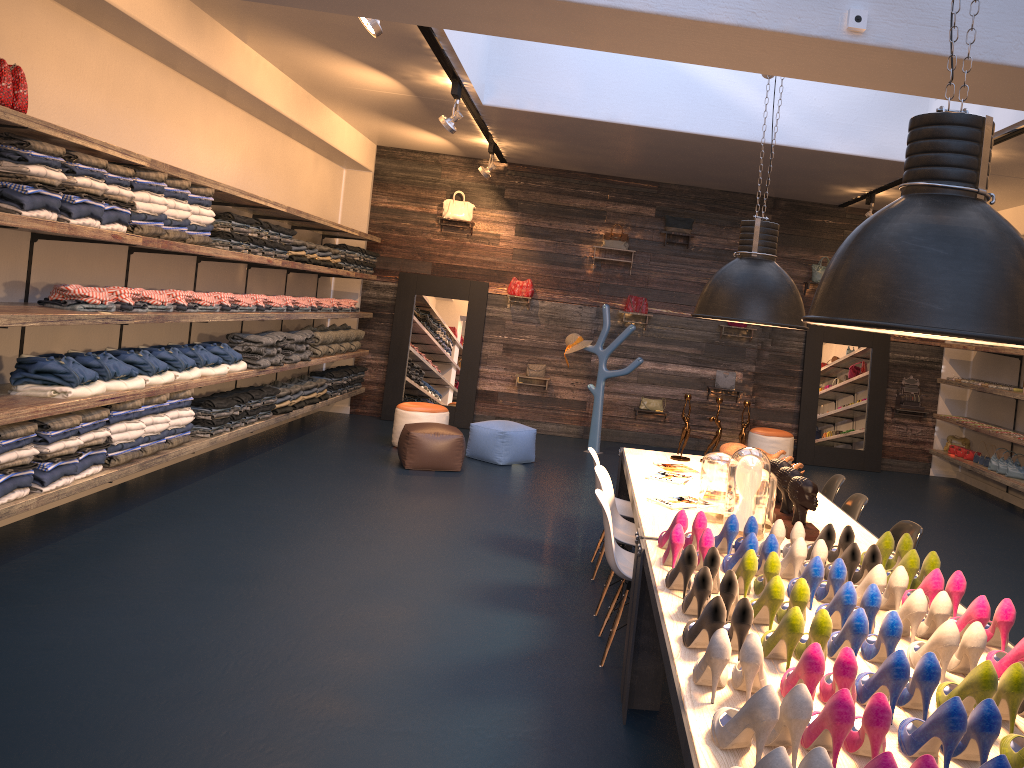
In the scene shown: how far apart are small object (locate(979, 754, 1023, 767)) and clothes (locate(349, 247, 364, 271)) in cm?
944

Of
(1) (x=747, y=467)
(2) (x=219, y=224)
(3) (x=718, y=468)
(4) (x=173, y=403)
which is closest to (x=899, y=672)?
(1) (x=747, y=467)

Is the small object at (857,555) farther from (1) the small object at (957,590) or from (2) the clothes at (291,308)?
(2) the clothes at (291,308)

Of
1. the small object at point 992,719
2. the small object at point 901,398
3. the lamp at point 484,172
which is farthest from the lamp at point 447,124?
the small object at point 901,398

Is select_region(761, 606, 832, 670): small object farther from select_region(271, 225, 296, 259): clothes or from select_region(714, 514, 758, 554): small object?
select_region(271, 225, 296, 259): clothes

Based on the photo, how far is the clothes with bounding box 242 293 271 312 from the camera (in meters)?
7.97

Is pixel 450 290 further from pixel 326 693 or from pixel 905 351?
pixel 326 693

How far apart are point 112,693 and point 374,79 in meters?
5.8

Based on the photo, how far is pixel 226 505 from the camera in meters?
6.7

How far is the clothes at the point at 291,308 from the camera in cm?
871
